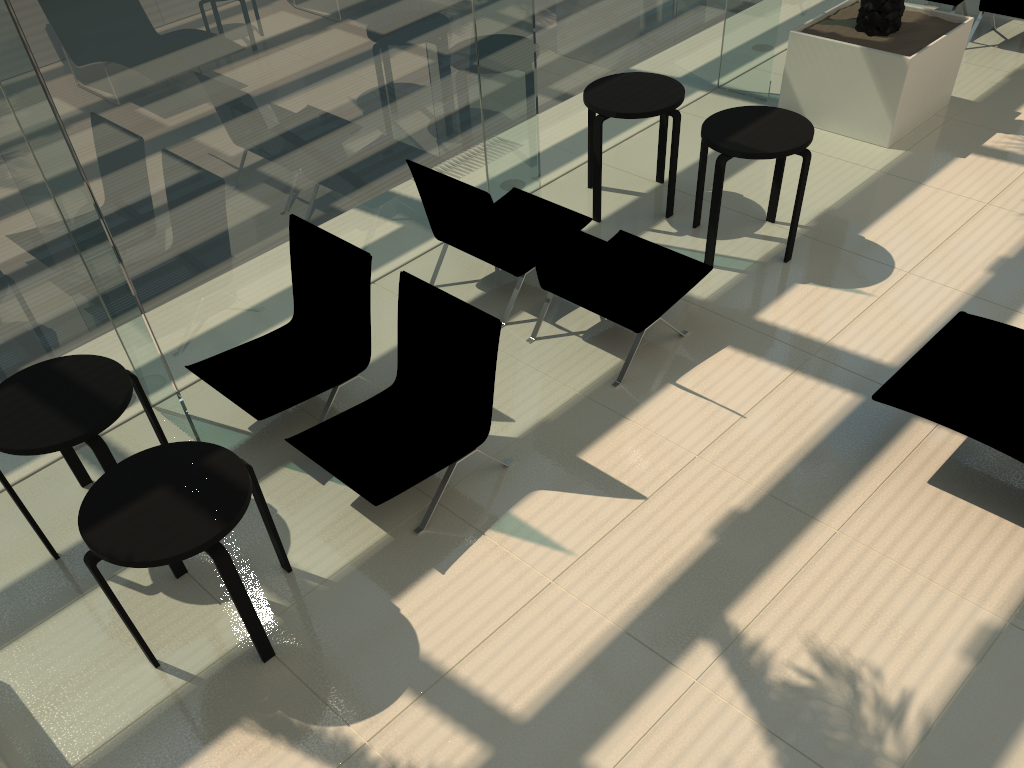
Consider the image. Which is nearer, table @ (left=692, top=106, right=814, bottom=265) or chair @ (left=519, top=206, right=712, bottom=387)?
chair @ (left=519, top=206, right=712, bottom=387)

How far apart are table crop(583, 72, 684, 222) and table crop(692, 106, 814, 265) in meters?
0.2

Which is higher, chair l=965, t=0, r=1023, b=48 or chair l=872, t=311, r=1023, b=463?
chair l=965, t=0, r=1023, b=48

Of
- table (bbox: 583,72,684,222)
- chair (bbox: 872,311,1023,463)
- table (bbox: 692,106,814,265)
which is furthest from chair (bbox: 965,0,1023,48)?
chair (bbox: 872,311,1023,463)

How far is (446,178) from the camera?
5.29m

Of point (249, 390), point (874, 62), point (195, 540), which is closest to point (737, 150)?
point (874, 62)

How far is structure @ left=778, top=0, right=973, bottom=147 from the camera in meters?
6.9 m

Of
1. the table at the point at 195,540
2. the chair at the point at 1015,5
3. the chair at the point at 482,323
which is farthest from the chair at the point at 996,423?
the chair at the point at 1015,5

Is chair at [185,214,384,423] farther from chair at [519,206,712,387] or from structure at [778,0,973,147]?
structure at [778,0,973,147]

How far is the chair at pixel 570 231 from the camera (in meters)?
4.77
